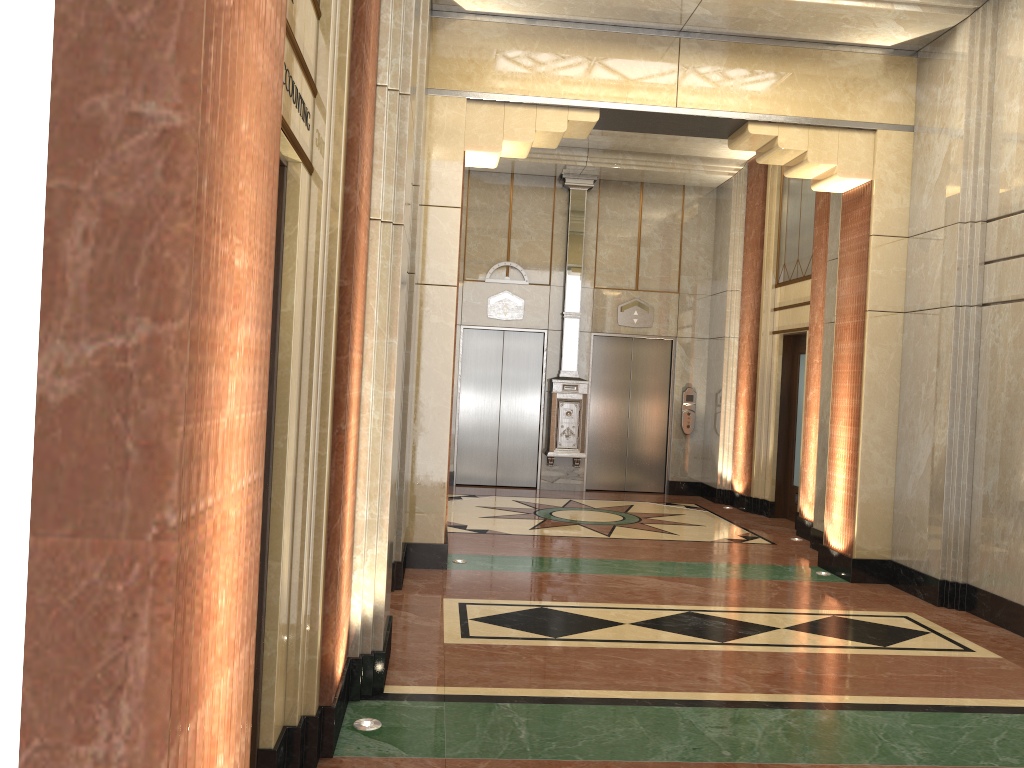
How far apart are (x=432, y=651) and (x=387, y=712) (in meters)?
0.90
